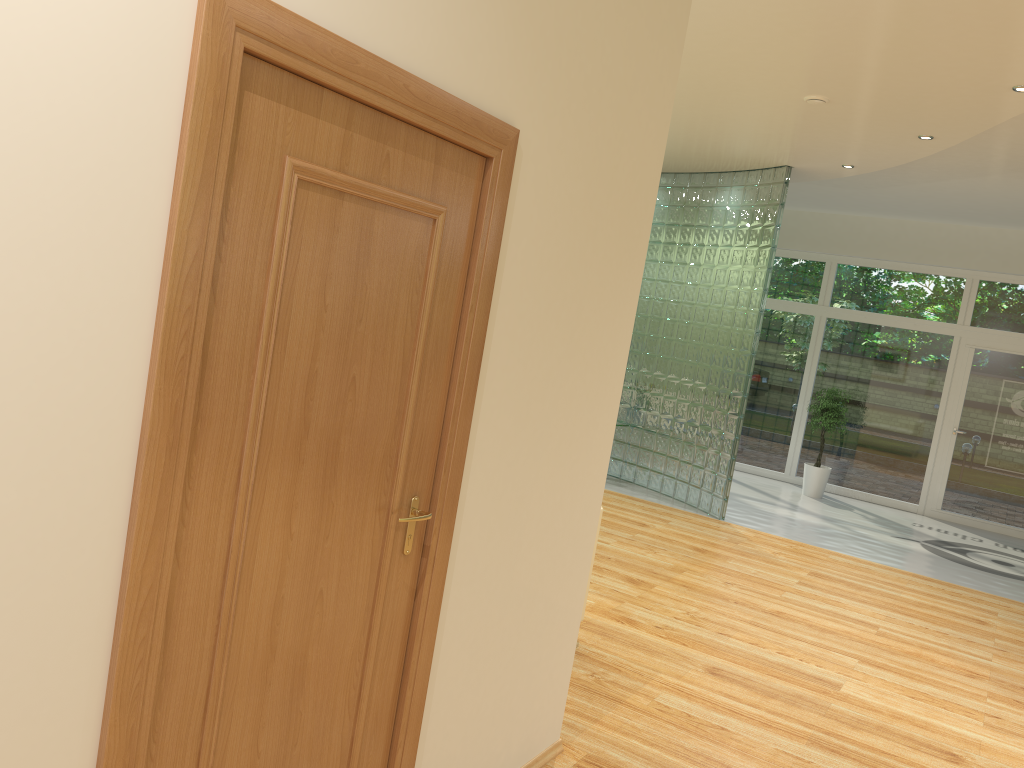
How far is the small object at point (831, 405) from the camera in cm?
1060

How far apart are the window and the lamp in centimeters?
578cm

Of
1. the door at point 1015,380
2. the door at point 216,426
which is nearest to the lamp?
the door at point 216,426

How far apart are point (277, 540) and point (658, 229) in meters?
8.2

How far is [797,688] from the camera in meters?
4.5 m

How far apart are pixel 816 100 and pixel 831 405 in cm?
551

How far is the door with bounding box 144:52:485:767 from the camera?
1.7m

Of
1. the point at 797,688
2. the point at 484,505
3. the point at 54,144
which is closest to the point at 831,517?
the point at 797,688

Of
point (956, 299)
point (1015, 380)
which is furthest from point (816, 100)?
point (1015, 380)

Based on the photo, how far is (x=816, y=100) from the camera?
5.86m
